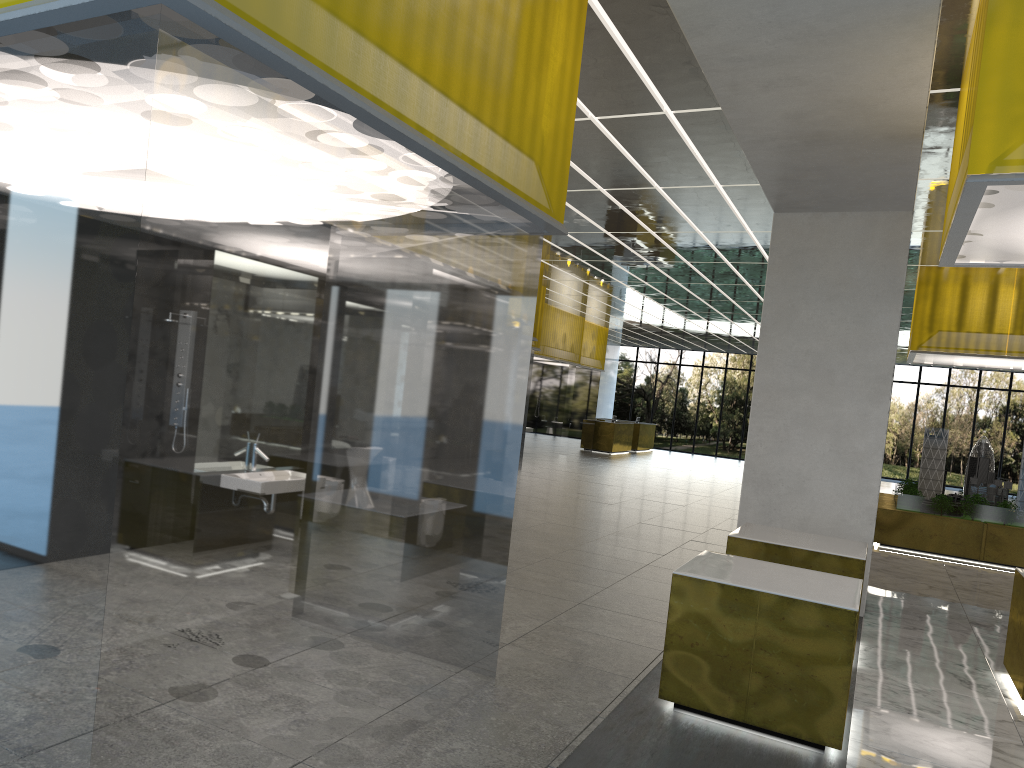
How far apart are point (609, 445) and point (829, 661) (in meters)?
36.09

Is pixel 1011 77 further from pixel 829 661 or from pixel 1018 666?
pixel 1018 666

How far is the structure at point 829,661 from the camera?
6.93m

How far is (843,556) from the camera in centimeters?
973cm

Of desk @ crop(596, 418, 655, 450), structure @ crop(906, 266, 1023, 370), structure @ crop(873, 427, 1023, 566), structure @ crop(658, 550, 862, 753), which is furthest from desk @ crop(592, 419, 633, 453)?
structure @ crop(658, 550, 862, 753)

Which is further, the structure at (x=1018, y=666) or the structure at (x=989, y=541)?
the structure at (x=989, y=541)

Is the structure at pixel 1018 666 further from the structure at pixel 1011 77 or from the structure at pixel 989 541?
the structure at pixel 989 541

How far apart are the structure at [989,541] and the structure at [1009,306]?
1.7m

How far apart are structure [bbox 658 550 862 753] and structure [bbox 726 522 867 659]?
1.6 meters

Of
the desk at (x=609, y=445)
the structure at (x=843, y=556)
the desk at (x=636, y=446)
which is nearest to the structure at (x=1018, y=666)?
the structure at (x=843, y=556)
